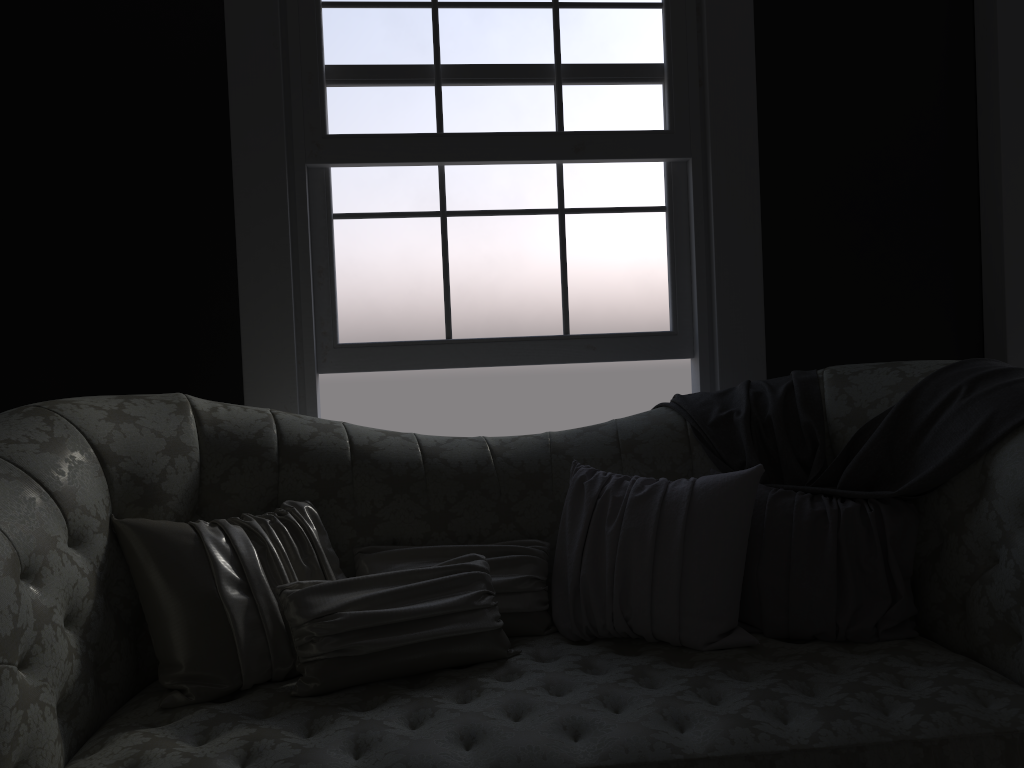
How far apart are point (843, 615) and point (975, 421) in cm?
58

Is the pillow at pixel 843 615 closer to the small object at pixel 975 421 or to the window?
the small object at pixel 975 421

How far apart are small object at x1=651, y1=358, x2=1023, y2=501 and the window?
0.55m

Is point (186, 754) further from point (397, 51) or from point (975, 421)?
point (397, 51)

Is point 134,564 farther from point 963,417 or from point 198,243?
point 963,417

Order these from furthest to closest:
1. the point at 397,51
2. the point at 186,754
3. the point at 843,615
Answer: the point at 397,51, the point at 843,615, the point at 186,754

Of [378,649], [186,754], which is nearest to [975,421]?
[378,649]

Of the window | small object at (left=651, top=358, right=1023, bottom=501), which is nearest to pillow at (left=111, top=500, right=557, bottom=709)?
small object at (left=651, top=358, right=1023, bottom=501)

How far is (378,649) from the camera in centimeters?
A: 196cm

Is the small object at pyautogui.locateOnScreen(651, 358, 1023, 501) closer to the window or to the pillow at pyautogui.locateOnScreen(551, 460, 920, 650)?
the pillow at pyautogui.locateOnScreen(551, 460, 920, 650)
